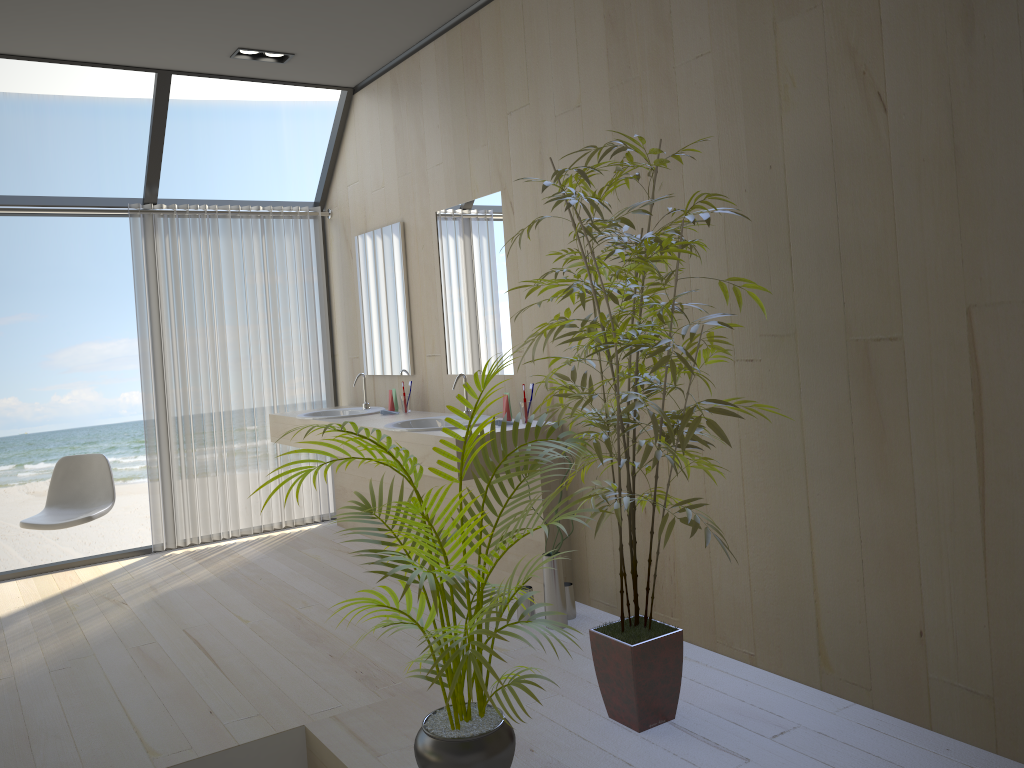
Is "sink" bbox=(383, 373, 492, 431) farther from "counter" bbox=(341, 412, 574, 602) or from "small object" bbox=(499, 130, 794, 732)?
"small object" bbox=(499, 130, 794, 732)

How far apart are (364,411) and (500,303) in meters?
1.4

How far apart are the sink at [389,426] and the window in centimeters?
215cm

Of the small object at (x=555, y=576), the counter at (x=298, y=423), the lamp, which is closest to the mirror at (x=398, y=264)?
the counter at (x=298, y=423)

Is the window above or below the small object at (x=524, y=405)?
above

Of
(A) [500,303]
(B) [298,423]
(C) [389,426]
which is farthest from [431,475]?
(B) [298,423]

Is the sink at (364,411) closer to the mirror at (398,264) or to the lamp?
the mirror at (398,264)

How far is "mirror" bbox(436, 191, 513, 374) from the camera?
4.20m

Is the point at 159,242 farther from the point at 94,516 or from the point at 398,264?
the point at 94,516

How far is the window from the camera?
4.9m
